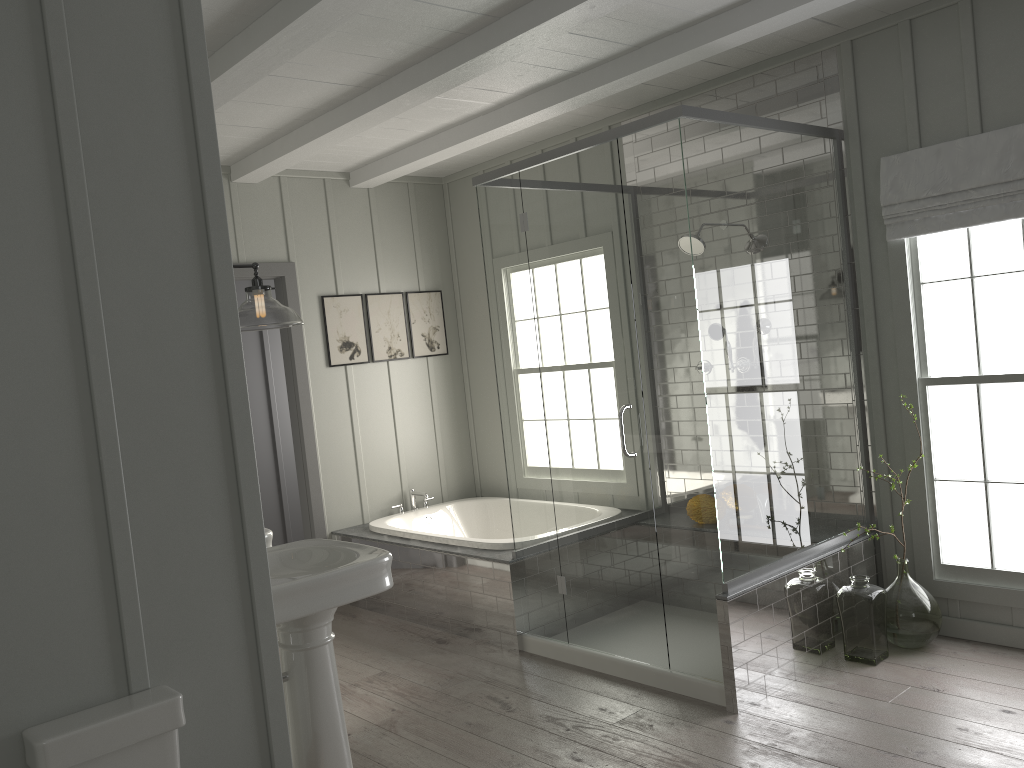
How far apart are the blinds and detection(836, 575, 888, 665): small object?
1.6m

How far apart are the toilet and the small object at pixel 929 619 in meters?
3.1 m

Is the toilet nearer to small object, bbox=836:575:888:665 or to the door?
small object, bbox=836:575:888:665

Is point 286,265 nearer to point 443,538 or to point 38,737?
point 443,538

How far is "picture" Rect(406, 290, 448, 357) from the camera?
6.12m

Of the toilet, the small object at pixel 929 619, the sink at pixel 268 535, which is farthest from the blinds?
the toilet

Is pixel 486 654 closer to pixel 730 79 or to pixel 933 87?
pixel 730 79

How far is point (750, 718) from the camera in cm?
342

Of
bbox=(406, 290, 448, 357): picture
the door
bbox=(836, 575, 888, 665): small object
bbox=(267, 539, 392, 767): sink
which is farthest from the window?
the door

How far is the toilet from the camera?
1.84m
